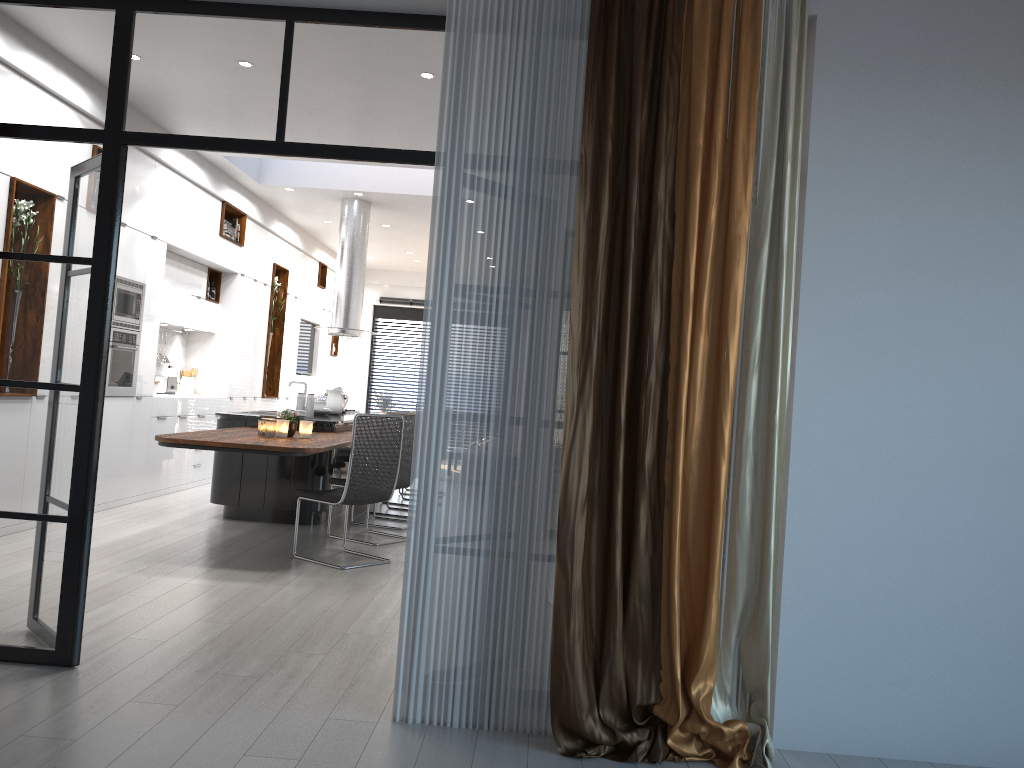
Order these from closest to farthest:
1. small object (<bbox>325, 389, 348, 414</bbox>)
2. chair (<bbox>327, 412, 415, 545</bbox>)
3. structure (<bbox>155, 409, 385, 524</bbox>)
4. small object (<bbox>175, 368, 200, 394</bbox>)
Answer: structure (<bbox>155, 409, 385, 524</bbox>)
chair (<bbox>327, 412, 415, 545</bbox>)
small object (<bbox>325, 389, 348, 414</bbox>)
small object (<bbox>175, 368, 200, 394</bbox>)

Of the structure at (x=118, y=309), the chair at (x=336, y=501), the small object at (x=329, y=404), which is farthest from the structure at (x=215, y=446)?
the structure at (x=118, y=309)

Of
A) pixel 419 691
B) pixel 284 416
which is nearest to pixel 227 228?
pixel 284 416

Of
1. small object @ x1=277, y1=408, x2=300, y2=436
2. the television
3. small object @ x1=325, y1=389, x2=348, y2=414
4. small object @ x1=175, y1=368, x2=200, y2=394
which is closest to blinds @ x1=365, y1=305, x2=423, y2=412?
the television

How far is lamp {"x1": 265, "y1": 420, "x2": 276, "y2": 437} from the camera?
6.11m

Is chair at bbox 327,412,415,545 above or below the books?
below

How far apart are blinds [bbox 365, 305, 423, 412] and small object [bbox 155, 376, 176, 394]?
7.0 meters

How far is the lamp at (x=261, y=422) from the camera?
6.2 meters

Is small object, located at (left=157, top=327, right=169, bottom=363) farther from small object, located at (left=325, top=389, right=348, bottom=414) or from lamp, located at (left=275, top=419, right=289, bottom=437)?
lamp, located at (left=275, top=419, right=289, bottom=437)

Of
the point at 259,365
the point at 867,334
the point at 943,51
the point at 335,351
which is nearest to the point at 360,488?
the point at 867,334
